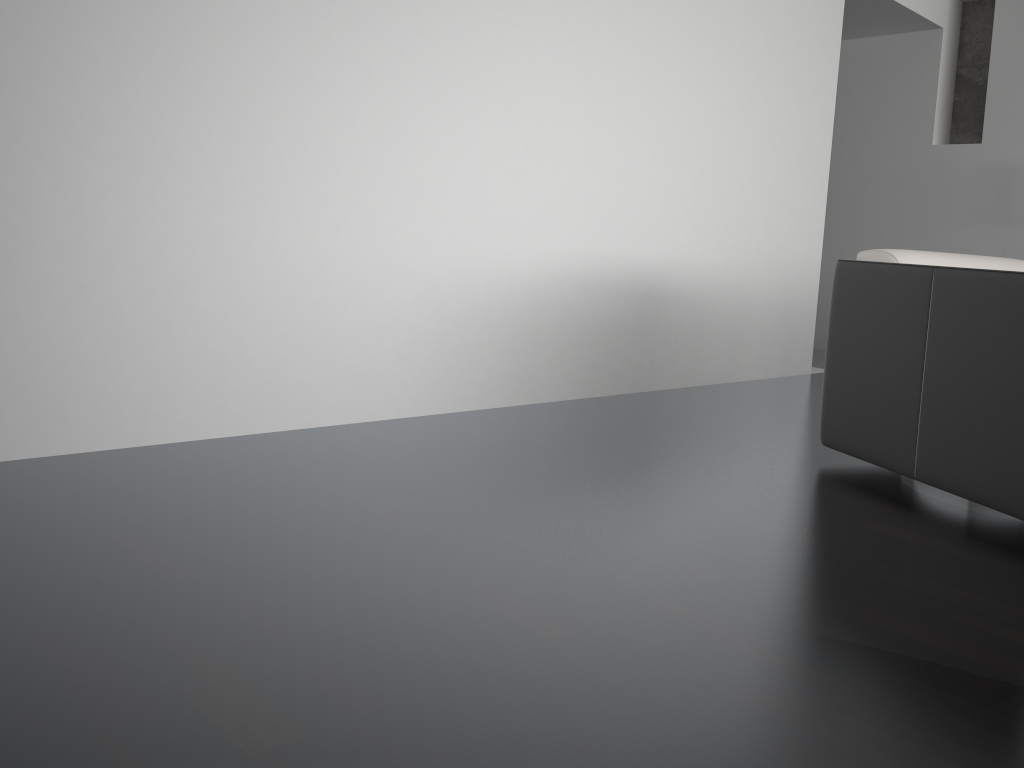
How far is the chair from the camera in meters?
2.2

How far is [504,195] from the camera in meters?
3.2

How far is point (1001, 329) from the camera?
2.2 meters

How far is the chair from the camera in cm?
225
